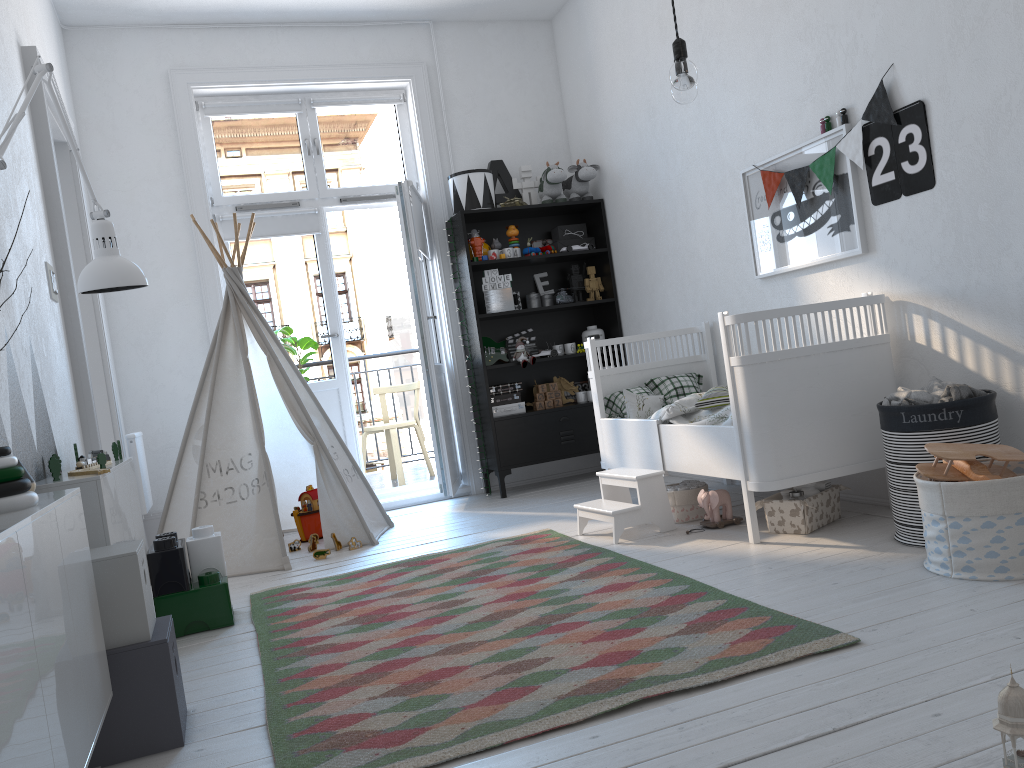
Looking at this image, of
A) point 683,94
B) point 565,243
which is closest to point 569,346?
point 565,243

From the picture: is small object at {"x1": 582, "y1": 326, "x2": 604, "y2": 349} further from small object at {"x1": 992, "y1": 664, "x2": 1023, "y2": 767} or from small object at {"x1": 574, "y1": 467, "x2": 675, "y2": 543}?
small object at {"x1": 992, "y1": 664, "x2": 1023, "y2": 767}

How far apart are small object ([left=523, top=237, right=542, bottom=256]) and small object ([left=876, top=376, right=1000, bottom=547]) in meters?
2.8

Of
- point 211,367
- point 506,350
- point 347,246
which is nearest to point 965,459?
point 506,350

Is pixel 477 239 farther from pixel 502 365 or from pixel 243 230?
pixel 243 230

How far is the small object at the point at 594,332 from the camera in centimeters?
545cm

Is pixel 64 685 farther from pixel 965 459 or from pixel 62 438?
pixel 965 459

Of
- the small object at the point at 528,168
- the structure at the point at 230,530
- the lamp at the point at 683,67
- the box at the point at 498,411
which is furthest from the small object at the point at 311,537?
the lamp at the point at 683,67

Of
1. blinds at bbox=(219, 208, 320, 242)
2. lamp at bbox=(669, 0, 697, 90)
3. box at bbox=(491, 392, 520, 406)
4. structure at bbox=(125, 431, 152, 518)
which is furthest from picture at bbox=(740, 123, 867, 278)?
structure at bbox=(125, 431, 152, 518)

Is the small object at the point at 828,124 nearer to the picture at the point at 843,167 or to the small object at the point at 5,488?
the picture at the point at 843,167
